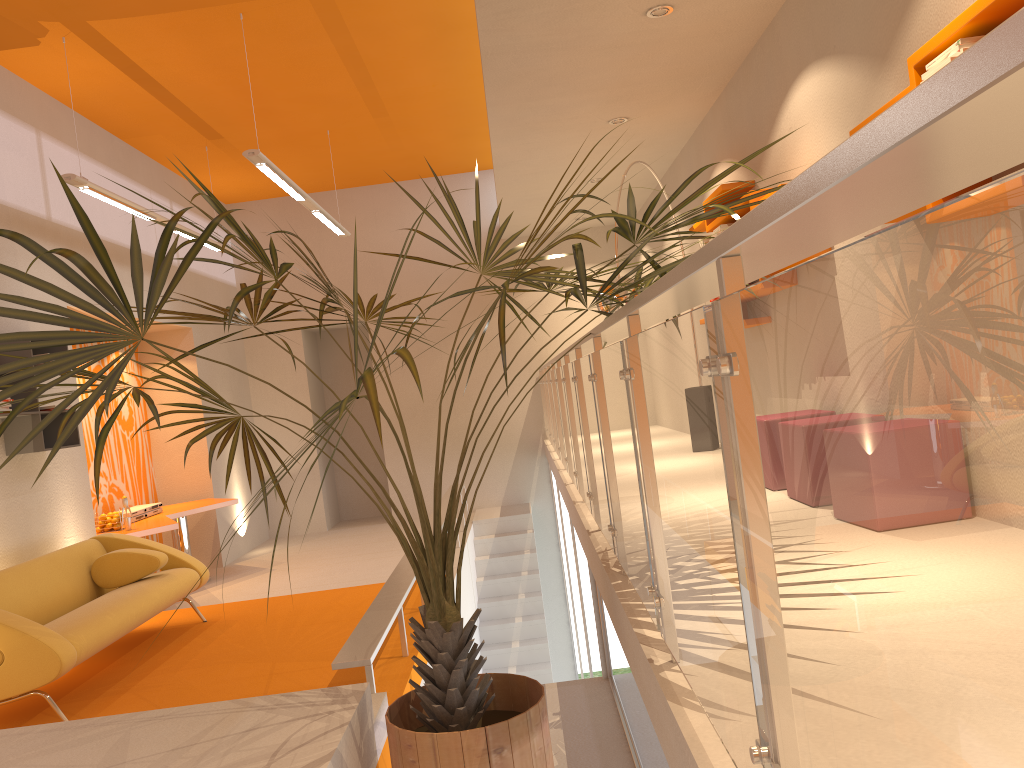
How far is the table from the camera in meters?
7.3

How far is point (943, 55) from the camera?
2.78m

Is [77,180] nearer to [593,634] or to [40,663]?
[40,663]

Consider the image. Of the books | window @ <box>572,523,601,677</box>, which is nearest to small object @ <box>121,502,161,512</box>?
window @ <box>572,523,601,677</box>

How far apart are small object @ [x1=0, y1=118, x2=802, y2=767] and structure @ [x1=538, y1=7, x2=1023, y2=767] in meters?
0.1 m

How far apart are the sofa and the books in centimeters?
451cm

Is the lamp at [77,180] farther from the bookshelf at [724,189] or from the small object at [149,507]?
the bookshelf at [724,189]

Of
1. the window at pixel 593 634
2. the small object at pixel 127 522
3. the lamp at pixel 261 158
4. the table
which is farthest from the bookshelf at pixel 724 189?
the small object at pixel 127 522

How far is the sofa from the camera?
4.32m

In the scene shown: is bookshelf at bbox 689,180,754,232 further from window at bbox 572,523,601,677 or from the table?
the table
